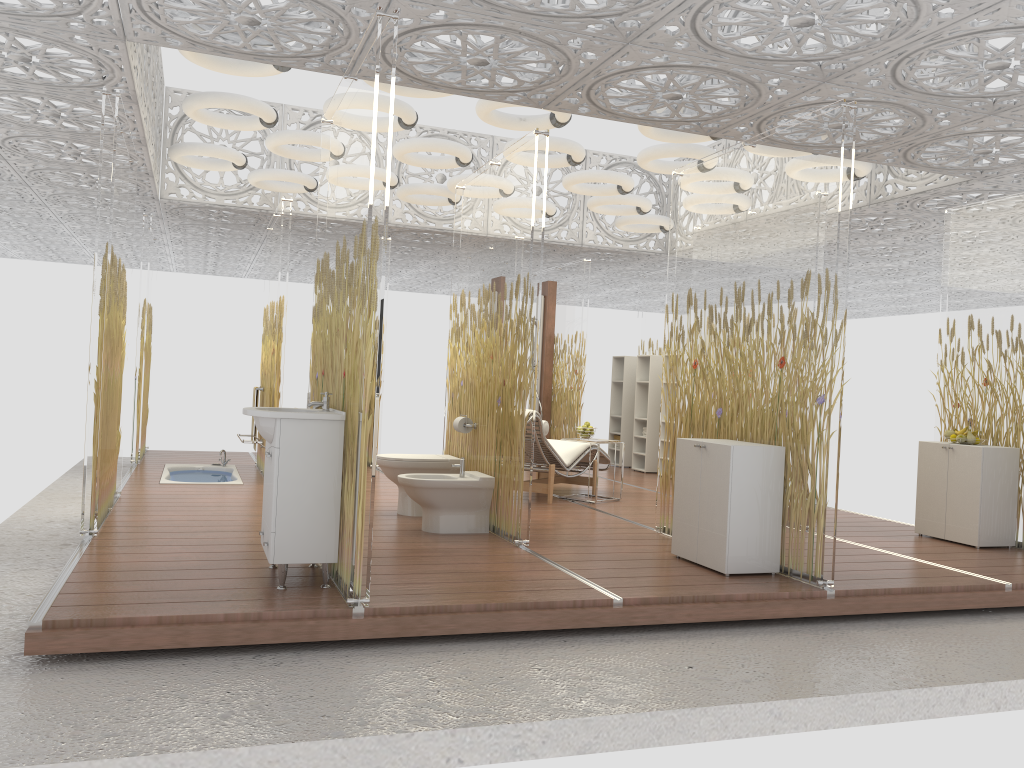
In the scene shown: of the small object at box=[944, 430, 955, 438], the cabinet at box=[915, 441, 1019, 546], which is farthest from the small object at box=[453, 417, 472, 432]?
the small object at box=[944, 430, 955, 438]

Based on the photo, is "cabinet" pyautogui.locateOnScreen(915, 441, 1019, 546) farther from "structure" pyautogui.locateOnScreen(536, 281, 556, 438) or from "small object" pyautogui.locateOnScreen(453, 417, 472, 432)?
"structure" pyautogui.locateOnScreen(536, 281, 556, 438)

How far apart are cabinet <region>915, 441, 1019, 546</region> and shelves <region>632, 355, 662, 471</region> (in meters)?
4.42

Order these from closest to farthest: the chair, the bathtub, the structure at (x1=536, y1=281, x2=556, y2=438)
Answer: the chair → the bathtub → the structure at (x1=536, y1=281, x2=556, y2=438)

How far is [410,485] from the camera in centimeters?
580cm

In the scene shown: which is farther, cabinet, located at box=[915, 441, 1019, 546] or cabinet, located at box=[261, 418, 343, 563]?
cabinet, located at box=[915, 441, 1019, 546]

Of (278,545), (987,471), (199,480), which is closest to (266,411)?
(278,545)

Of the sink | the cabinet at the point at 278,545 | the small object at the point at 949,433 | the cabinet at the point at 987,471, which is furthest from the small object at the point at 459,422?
the small object at the point at 949,433

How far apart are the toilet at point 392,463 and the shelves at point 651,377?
4.9 meters

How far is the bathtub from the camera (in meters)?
8.44
